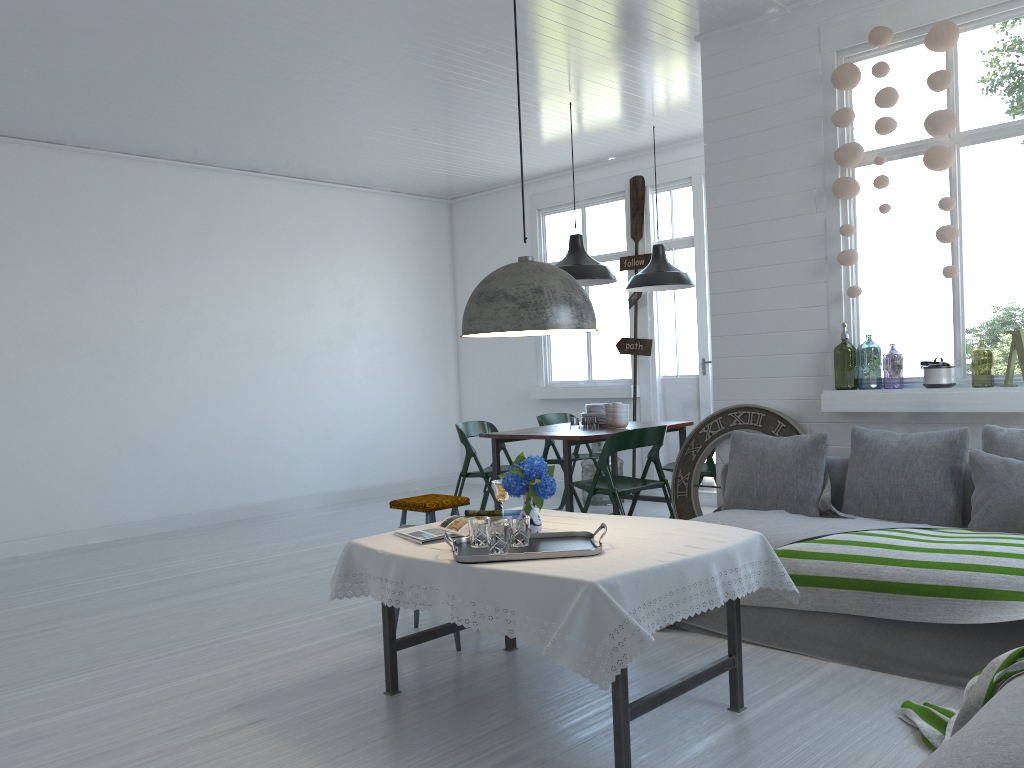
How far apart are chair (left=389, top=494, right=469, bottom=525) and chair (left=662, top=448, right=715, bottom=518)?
1.89m

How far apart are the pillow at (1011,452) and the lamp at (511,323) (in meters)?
2.33

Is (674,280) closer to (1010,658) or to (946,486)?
(946,486)

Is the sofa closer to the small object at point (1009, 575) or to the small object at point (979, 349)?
the small object at point (1009, 575)

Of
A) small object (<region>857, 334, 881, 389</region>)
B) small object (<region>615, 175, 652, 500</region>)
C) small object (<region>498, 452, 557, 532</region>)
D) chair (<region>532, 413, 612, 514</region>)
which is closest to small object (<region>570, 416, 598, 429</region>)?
small object (<region>615, 175, 652, 500</region>)

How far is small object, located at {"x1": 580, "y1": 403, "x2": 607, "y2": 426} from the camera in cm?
752

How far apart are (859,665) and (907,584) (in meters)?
0.45

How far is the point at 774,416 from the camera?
5.8m

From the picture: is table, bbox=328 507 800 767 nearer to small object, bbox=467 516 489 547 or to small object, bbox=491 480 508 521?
small object, bbox=467 516 489 547

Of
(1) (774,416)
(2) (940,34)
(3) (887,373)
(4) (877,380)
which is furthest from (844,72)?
(3) (887,373)
